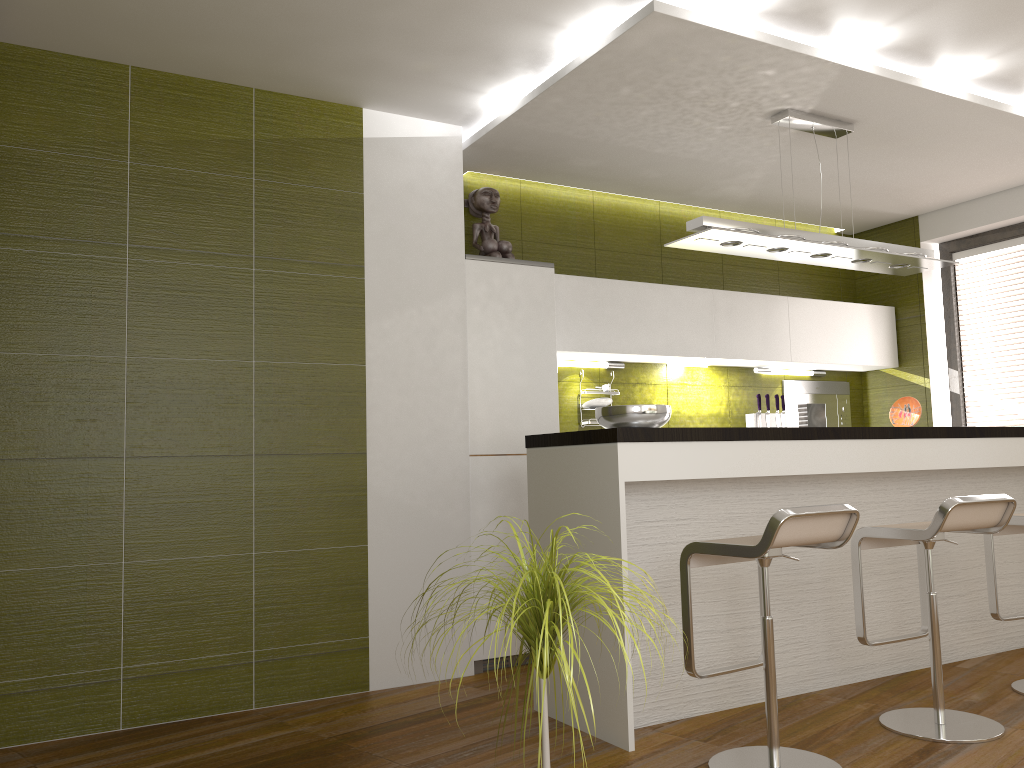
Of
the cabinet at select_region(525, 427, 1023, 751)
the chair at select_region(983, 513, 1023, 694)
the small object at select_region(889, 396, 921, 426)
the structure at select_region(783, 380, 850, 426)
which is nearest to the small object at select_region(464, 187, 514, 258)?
the cabinet at select_region(525, 427, 1023, 751)

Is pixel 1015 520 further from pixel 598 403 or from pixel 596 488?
pixel 598 403

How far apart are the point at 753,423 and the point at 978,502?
2.7 meters

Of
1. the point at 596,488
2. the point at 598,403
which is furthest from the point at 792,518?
the point at 598,403

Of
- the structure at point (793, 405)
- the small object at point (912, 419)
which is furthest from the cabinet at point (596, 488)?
the structure at point (793, 405)

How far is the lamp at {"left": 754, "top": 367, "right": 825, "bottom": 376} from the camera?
6.0 meters

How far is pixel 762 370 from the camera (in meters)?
5.95

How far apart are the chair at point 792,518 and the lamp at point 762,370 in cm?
301

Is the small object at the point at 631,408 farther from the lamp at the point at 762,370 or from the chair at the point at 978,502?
the lamp at the point at 762,370

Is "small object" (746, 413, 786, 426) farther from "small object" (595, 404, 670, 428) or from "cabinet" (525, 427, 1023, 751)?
"small object" (595, 404, 670, 428)
